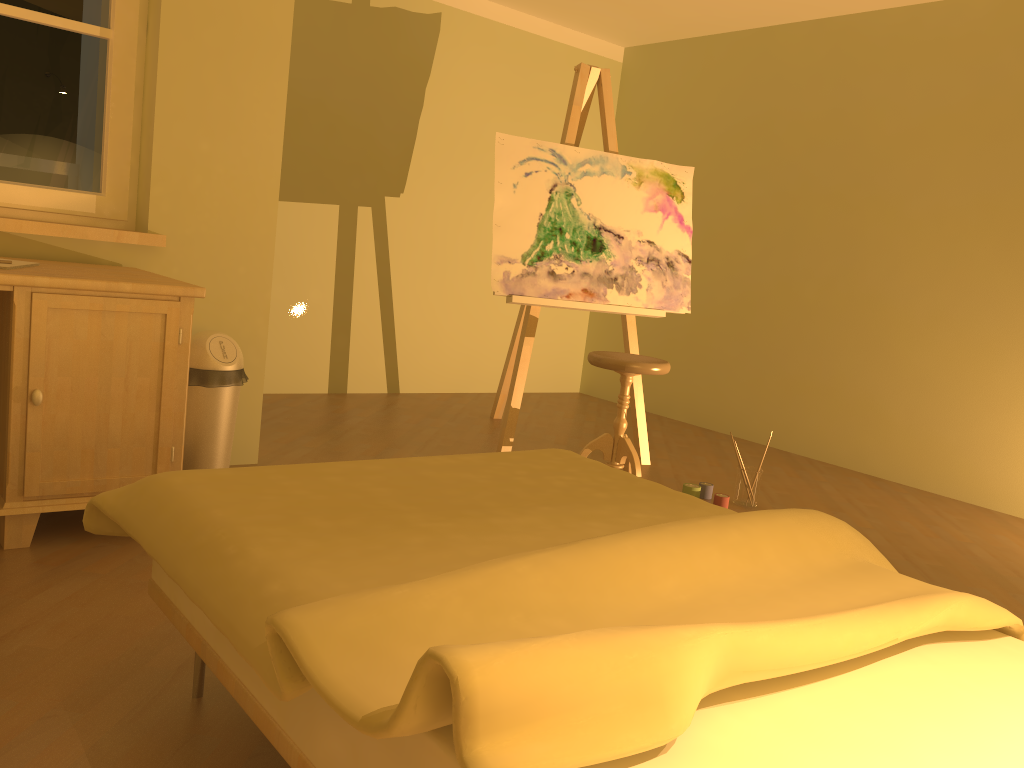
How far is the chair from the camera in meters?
3.6 m

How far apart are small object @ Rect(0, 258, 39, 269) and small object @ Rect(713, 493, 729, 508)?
2.6m

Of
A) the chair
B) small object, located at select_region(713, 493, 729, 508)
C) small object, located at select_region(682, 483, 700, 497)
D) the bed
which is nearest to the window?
the bed

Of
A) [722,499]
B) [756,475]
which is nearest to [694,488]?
[722,499]

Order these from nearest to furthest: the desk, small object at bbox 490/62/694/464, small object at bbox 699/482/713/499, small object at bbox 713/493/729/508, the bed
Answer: the bed
the desk
small object at bbox 713/493/729/508
small object at bbox 699/482/713/499
small object at bbox 490/62/694/464

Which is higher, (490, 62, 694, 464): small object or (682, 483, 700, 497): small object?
(490, 62, 694, 464): small object

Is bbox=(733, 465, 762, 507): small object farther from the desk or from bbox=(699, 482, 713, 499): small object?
the desk

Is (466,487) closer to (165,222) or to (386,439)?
(165,222)

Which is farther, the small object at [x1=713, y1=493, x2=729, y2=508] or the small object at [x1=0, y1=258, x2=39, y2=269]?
the small object at [x1=713, y1=493, x2=729, y2=508]

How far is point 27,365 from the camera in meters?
2.3
